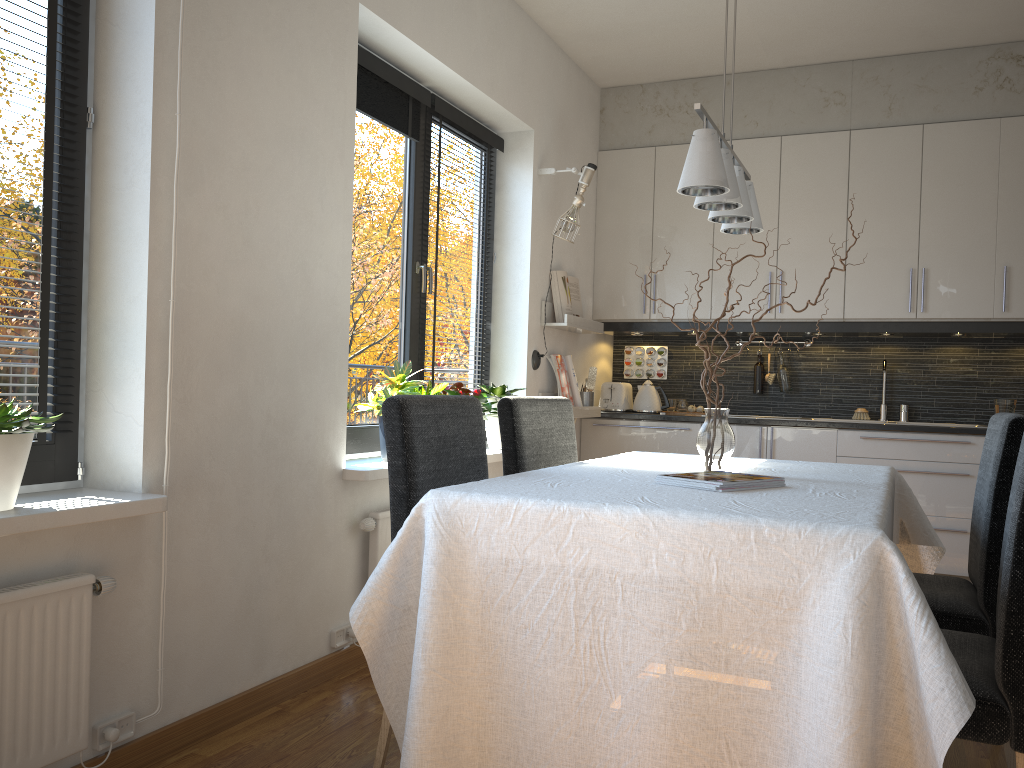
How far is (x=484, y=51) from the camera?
3.9m

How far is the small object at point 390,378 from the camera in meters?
3.2

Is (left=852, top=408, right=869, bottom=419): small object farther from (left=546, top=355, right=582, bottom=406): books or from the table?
the table

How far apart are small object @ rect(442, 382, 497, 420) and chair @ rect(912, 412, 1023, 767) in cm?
171

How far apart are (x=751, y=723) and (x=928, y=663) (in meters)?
0.35

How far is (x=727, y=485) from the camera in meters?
2.1

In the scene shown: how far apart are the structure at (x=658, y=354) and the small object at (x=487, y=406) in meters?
2.0 m

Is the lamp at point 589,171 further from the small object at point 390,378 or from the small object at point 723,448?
the small object at point 723,448

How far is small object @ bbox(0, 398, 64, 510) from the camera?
1.82m

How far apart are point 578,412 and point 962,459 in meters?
1.9
